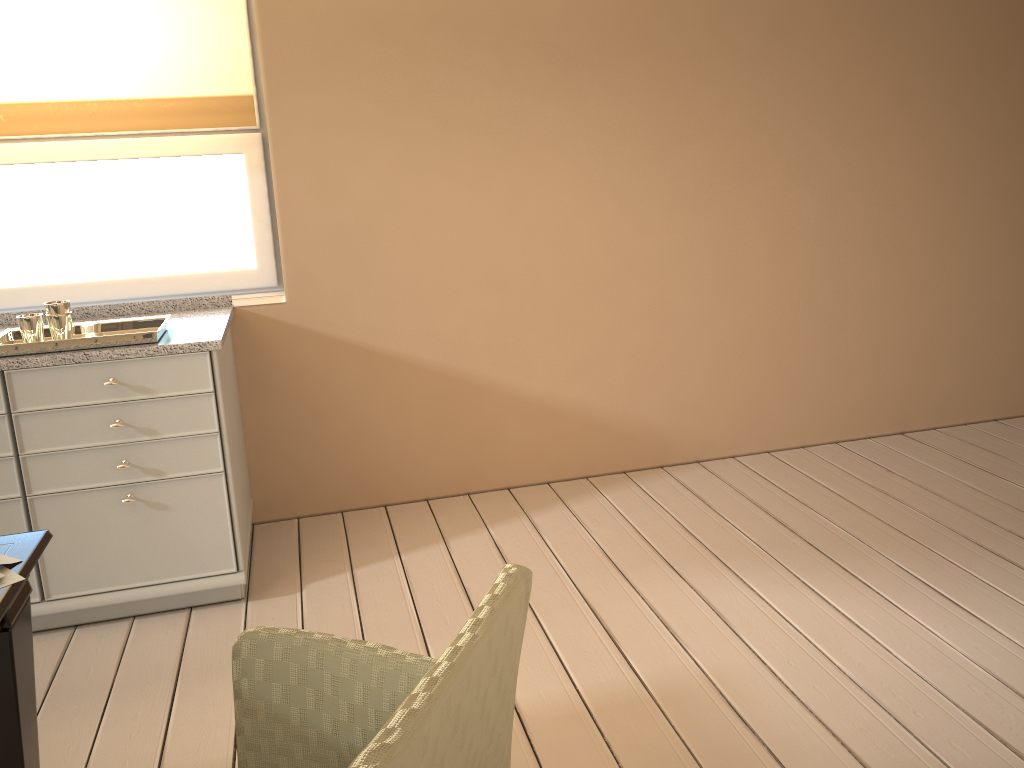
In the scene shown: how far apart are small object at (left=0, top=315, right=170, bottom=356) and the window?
0.60m

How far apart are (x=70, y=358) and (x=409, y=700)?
1.85m

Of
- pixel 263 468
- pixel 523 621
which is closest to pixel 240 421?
pixel 263 468

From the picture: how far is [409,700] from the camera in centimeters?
88cm

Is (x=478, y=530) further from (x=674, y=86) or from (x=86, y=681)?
(x=674, y=86)

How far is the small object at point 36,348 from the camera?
2.34m

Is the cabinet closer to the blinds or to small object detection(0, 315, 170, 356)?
small object detection(0, 315, 170, 356)

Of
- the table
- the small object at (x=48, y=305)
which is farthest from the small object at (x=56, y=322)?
the table

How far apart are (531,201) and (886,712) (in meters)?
1.97

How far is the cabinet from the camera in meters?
2.4
